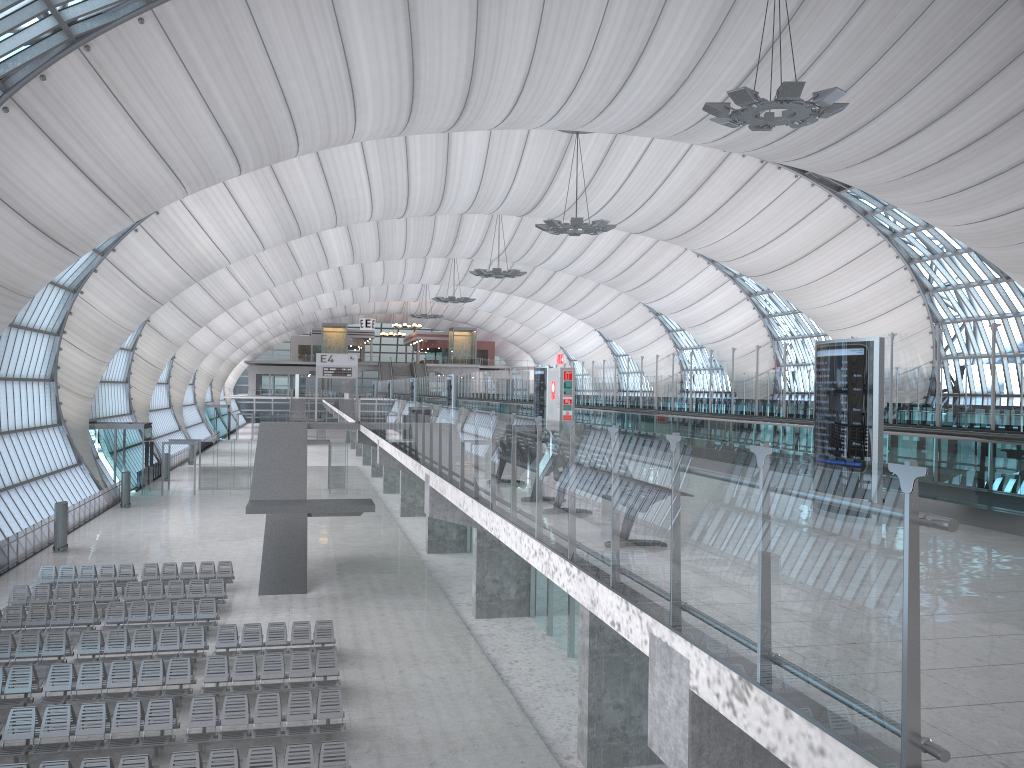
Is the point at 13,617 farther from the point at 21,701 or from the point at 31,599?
the point at 21,701

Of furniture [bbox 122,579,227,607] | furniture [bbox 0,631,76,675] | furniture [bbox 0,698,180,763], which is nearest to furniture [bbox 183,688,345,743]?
furniture [bbox 0,698,180,763]

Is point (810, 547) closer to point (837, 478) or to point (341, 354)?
point (837, 478)

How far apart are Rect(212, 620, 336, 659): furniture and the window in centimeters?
1482cm

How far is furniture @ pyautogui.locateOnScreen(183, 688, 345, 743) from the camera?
14.95m

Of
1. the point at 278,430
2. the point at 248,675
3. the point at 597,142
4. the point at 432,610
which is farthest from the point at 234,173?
the point at 597,142

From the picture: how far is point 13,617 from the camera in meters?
21.3 m

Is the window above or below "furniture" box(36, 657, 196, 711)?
above

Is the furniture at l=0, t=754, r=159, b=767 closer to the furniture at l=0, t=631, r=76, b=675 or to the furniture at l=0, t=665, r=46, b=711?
the furniture at l=0, t=665, r=46, b=711

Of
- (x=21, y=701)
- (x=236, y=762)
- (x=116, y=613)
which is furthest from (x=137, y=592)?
(x=236, y=762)
